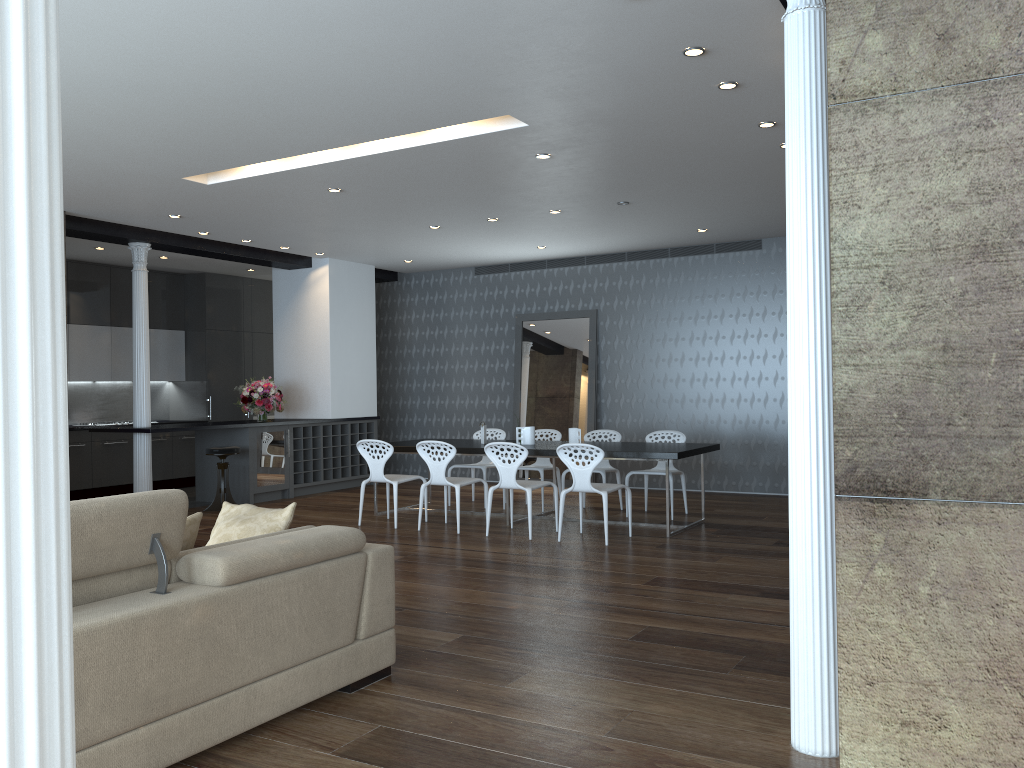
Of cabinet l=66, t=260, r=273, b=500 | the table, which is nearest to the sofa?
the table

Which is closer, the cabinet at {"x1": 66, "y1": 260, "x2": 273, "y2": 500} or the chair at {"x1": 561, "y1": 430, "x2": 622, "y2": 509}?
the chair at {"x1": 561, "y1": 430, "x2": 622, "y2": 509}

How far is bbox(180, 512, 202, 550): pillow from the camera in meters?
3.5

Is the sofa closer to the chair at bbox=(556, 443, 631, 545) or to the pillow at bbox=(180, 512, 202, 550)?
the pillow at bbox=(180, 512, 202, 550)

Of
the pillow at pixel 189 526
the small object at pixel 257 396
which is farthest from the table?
the pillow at pixel 189 526

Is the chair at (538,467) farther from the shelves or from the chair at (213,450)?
the chair at (213,450)

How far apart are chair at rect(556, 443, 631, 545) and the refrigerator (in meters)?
4.42

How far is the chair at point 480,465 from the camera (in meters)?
9.67

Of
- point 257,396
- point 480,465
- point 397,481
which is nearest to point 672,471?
point 480,465

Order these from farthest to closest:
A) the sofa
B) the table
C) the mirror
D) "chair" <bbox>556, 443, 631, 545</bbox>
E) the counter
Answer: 1. the mirror
2. the counter
3. the table
4. "chair" <bbox>556, 443, 631, 545</bbox>
5. the sofa
